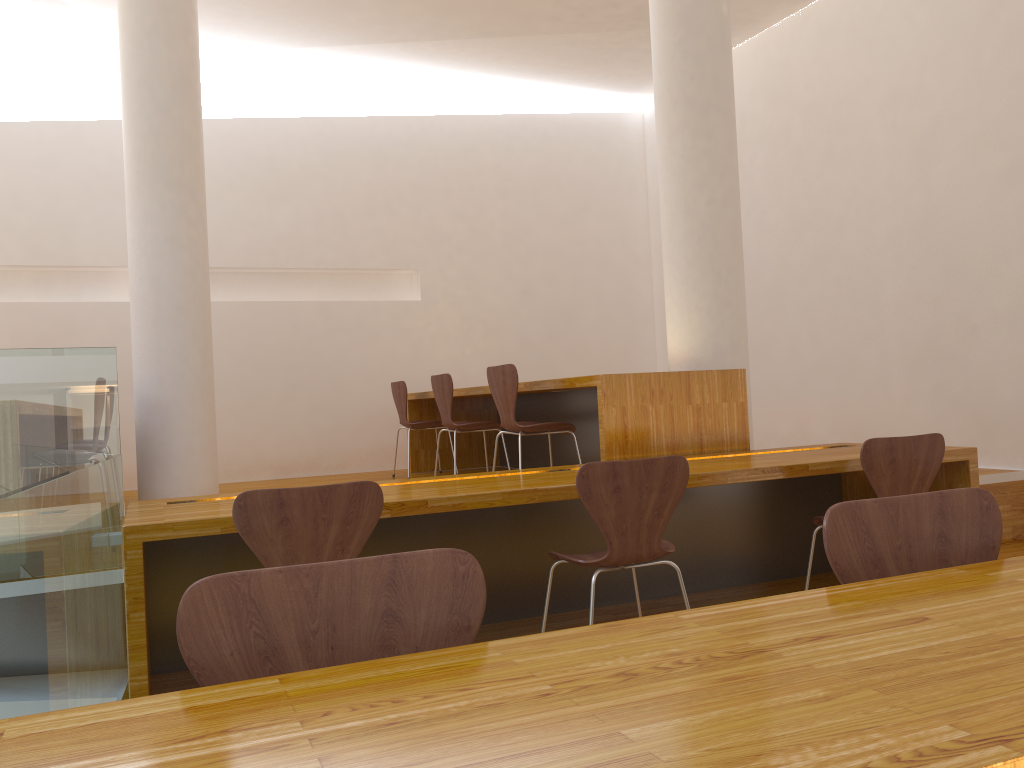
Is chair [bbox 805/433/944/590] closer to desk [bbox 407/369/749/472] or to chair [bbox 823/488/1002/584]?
desk [bbox 407/369/749/472]

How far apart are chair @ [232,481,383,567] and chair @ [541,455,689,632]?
0.6m

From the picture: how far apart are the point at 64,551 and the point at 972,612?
1.8 meters

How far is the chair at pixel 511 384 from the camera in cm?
423

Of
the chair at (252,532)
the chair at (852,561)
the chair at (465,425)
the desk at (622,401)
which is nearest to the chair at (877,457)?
the desk at (622,401)

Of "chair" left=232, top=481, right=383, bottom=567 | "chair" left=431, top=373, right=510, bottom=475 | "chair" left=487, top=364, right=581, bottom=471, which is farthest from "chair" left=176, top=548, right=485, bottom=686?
"chair" left=431, top=373, right=510, bottom=475

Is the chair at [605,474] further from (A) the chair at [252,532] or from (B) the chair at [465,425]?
(B) the chair at [465,425]

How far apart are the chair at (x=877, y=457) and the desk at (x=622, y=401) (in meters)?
0.74

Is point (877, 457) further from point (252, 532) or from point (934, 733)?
point (934, 733)

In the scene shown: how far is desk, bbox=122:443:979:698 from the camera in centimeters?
268cm
